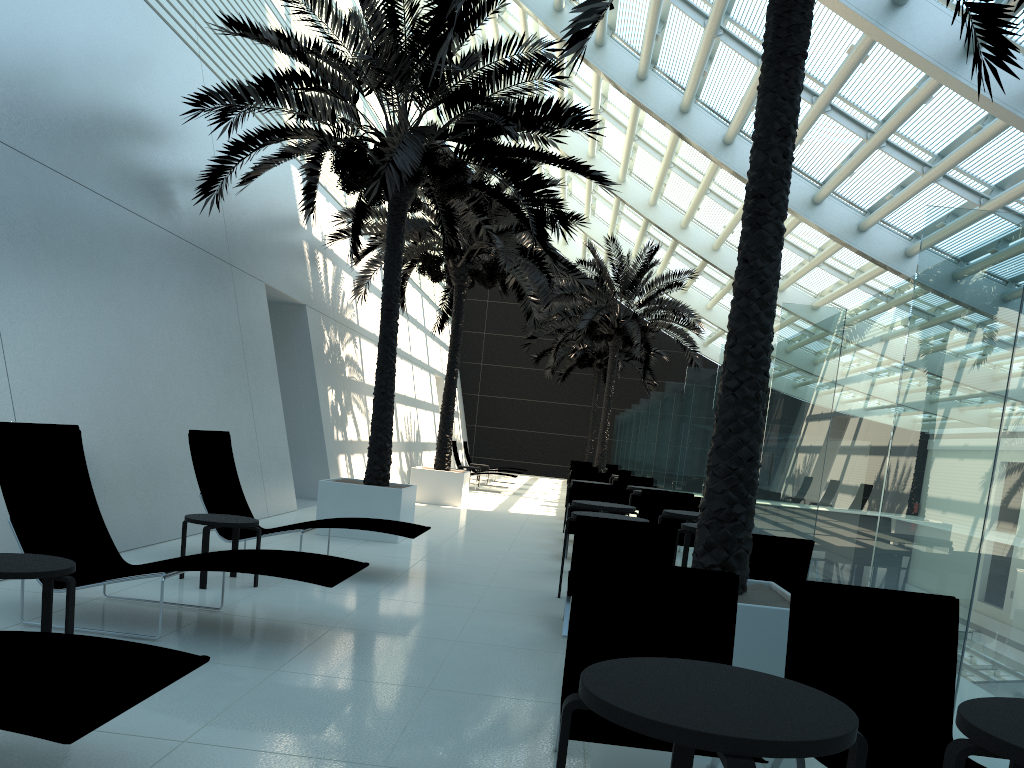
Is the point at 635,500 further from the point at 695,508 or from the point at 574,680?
the point at 574,680

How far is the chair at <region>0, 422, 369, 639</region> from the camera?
4.99m

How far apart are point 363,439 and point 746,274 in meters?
13.4 m

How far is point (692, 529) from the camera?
7.3m

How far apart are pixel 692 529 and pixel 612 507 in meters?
1.6

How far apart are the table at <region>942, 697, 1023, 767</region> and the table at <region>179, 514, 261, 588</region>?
5.37m

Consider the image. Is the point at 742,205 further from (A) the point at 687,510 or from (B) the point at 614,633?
(B) the point at 614,633

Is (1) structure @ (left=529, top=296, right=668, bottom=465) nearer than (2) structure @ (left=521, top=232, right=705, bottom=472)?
No

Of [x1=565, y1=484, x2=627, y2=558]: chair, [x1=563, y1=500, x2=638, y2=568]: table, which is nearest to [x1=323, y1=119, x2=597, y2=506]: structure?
[x1=565, y1=484, x2=627, y2=558]: chair

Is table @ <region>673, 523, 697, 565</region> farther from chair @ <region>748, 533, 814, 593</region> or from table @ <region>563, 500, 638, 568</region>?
table @ <region>563, 500, 638, 568</region>
